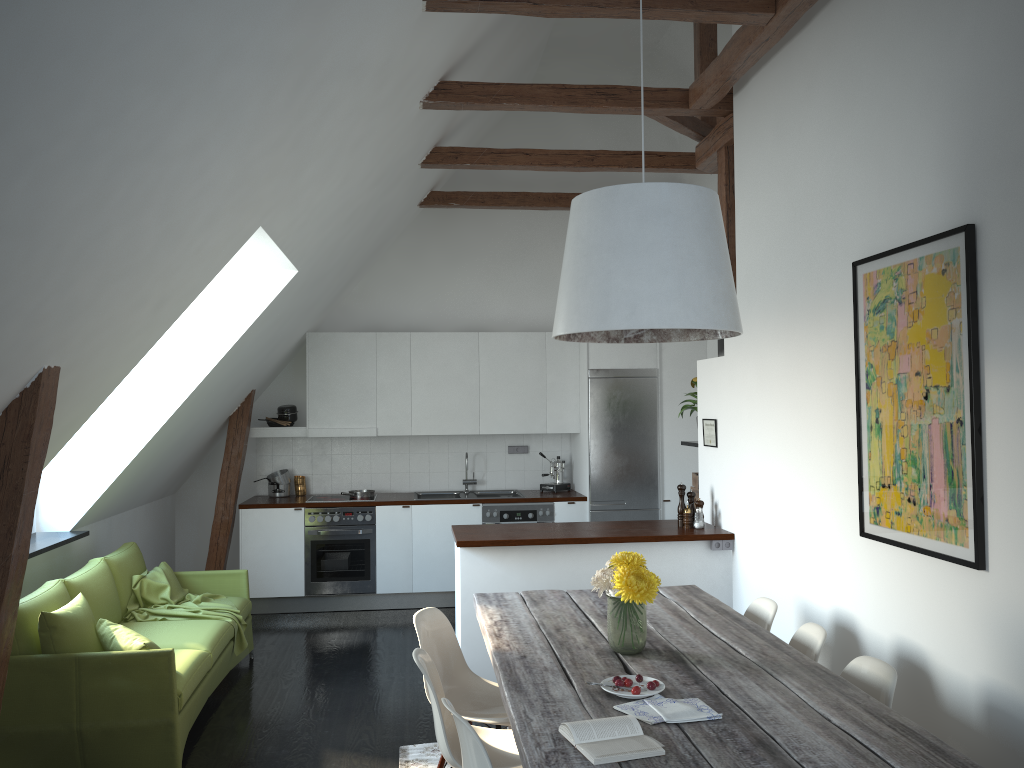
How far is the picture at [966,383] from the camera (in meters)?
3.06

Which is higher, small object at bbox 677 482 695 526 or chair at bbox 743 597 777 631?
small object at bbox 677 482 695 526

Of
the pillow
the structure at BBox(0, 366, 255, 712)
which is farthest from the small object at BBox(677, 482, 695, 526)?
the structure at BBox(0, 366, 255, 712)

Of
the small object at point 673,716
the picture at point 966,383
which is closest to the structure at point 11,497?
the small object at point 673,716

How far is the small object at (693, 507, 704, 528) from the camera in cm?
556

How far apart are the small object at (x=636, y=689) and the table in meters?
0.0

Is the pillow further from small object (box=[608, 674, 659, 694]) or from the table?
small object (box=[608, 674, 659, 694])

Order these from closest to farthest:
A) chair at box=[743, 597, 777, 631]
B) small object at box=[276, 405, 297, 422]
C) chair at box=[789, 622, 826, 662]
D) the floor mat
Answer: chair at box=[789, 622, 826, 662] < chair at box=[743, 597, 777, 631] < the floor mat < small object at box=[276, 405, 297, 422]

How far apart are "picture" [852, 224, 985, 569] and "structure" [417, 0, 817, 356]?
1.2 meters

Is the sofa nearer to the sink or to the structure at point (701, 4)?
the sink
